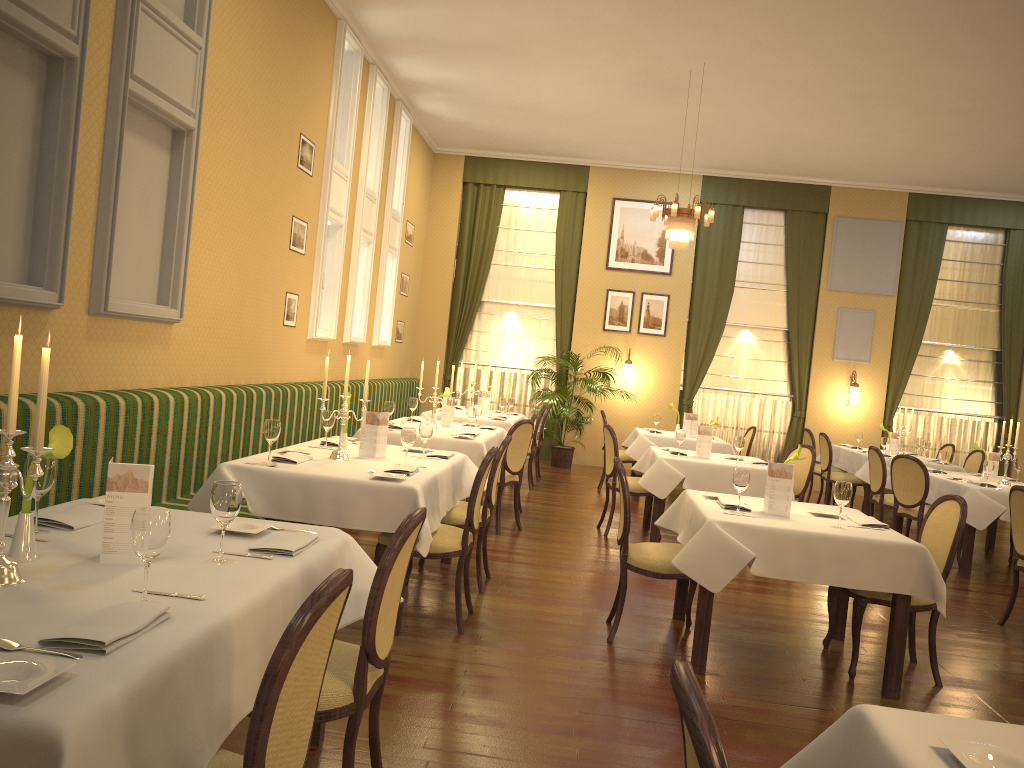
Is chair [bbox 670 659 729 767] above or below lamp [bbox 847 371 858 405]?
below

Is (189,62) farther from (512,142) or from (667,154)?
(667,154)

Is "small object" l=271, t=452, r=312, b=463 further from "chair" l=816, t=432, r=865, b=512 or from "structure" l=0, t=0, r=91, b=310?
"chair" l=816, t=432, r=865, b=512

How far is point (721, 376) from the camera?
13.2 meters

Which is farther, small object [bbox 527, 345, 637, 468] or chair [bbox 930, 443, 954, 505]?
small object [bbox 527, 345, 637, 468]

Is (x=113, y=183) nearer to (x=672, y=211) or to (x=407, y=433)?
(x=407, y=433)

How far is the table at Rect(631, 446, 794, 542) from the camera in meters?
7.2 m

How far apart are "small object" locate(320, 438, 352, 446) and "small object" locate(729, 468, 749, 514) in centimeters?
256cm

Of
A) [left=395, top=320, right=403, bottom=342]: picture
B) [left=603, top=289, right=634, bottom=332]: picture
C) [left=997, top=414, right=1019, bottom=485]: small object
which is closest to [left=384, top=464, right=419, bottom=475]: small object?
[left=997, top=414, right=1019, bottom=485]: small object

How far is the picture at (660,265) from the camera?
13.0 meters
